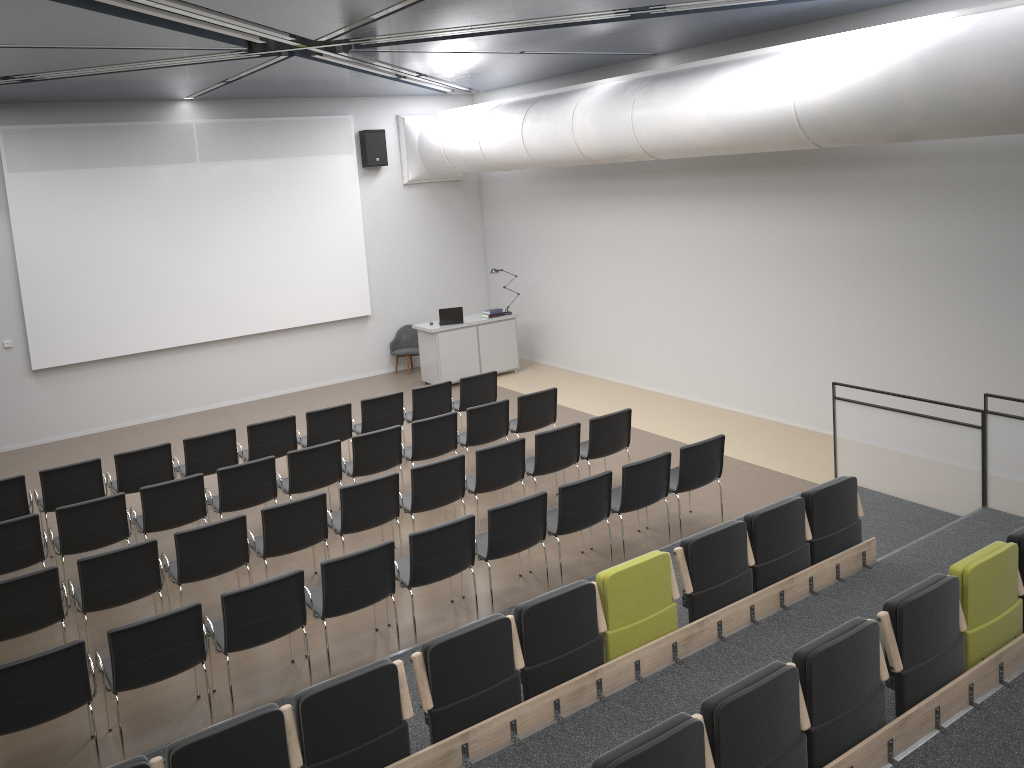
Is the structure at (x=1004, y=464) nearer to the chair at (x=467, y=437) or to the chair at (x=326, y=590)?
the chair at (x=467, y=437)

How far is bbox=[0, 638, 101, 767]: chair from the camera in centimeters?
516cm

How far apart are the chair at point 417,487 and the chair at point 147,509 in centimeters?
185cm

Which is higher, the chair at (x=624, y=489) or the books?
the books

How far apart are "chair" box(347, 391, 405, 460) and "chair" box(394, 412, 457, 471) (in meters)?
0.85

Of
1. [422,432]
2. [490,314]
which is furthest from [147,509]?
[490,314]

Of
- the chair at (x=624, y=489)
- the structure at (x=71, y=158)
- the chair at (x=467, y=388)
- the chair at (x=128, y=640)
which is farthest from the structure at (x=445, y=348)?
the chair at (x=128, y=640)

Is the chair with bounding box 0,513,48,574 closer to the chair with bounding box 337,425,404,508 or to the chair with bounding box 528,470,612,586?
the chair with bounding box 337,425,404,508

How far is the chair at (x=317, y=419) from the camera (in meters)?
10.12

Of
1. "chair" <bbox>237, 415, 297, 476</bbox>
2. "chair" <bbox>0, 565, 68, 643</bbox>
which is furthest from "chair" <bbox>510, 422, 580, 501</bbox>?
"chair" <bbox>0, 565, 68, 643</bbox>
